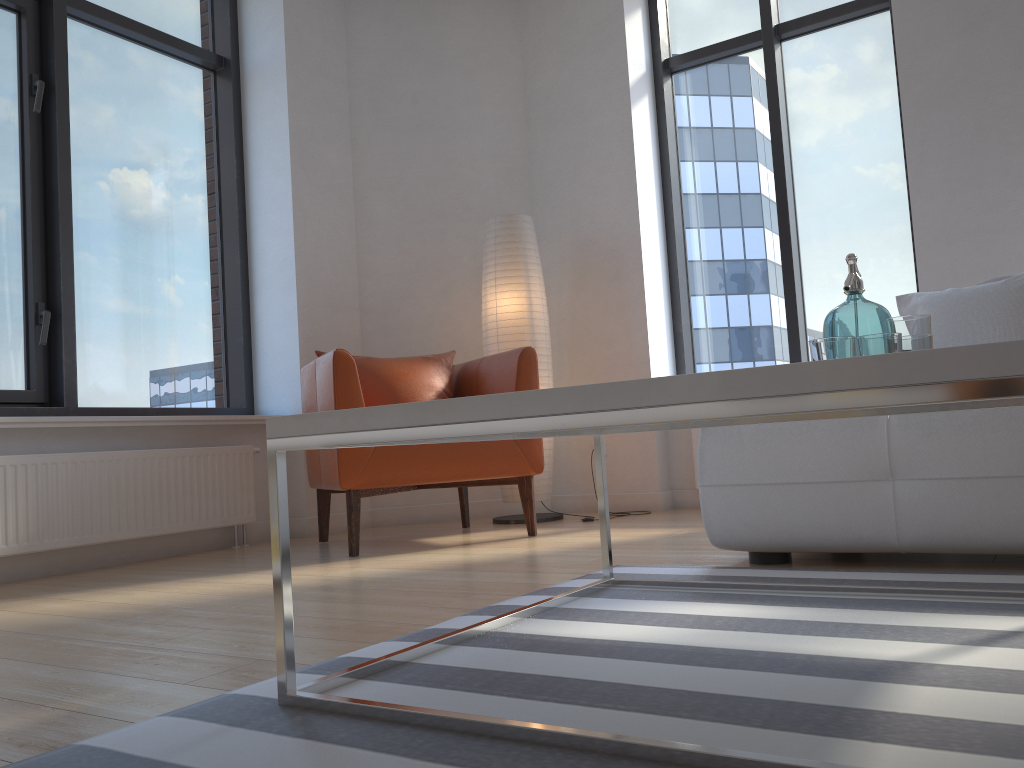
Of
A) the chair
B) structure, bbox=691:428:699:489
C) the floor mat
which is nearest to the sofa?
the floor mat

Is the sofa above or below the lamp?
below

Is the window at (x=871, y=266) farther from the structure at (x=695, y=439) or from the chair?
the chair

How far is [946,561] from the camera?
2.4m

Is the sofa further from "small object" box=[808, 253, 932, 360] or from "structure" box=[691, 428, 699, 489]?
"structure" box=[691, 428, 699, 489]

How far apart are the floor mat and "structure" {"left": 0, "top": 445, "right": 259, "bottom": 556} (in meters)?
2.09

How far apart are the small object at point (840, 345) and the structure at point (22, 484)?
2.86m

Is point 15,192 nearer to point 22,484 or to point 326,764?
point 22,484

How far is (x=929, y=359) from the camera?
0.9 meters

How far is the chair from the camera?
3.36m
